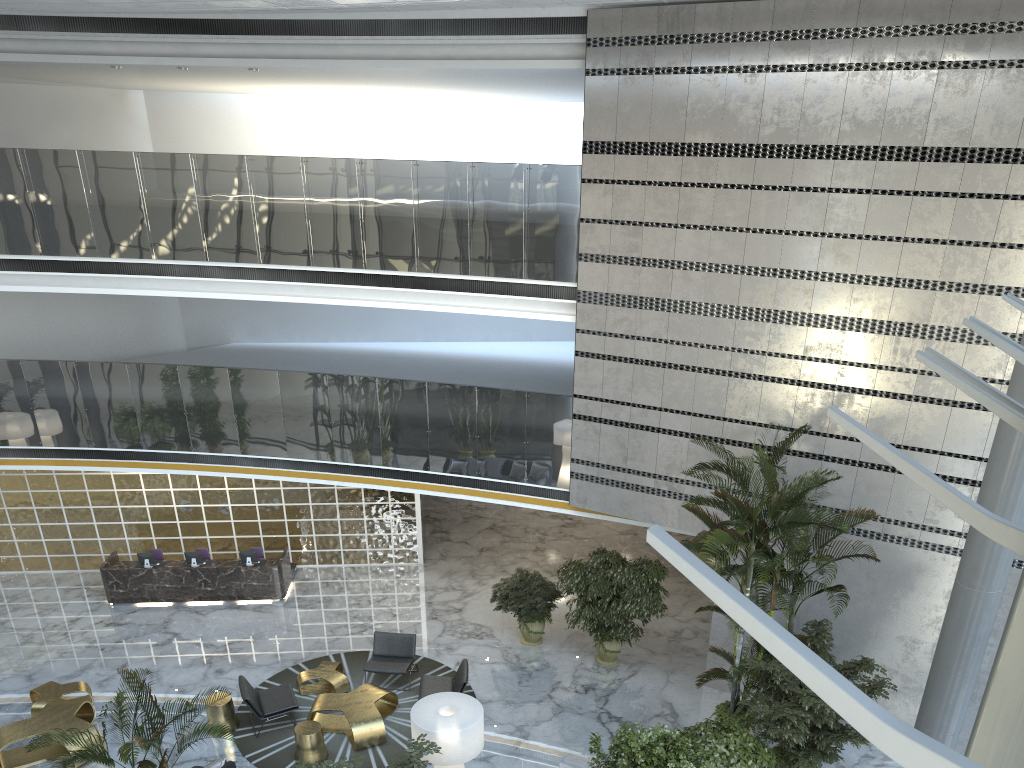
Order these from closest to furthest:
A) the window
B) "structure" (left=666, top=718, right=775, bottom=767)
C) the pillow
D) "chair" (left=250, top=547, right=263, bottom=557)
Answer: the window, "structure" (left=666, top=718, right=775, bottom=767), the pillow, "chair" (left=250, top=547, right=263, bottom=557)

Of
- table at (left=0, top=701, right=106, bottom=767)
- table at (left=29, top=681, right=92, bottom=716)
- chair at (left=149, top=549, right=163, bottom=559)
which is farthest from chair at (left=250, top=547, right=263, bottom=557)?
table at (left=0, top=701, right=106, bottom=767)

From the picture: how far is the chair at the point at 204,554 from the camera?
15.4m

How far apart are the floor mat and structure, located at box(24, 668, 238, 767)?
3.5 meters

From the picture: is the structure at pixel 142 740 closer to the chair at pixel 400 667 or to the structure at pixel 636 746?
the structure at pixel 636 746

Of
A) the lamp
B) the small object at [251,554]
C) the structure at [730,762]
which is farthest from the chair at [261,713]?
the structure at [730,762]

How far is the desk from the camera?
14.6 meters

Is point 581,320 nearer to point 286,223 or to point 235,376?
point 286,223

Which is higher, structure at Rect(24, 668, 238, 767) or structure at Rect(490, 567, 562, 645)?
structure at Rect(24, 668, 238, 767)

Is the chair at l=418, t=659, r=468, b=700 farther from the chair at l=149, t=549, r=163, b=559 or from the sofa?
the chair at l=149, t=549, r=163, b=559
